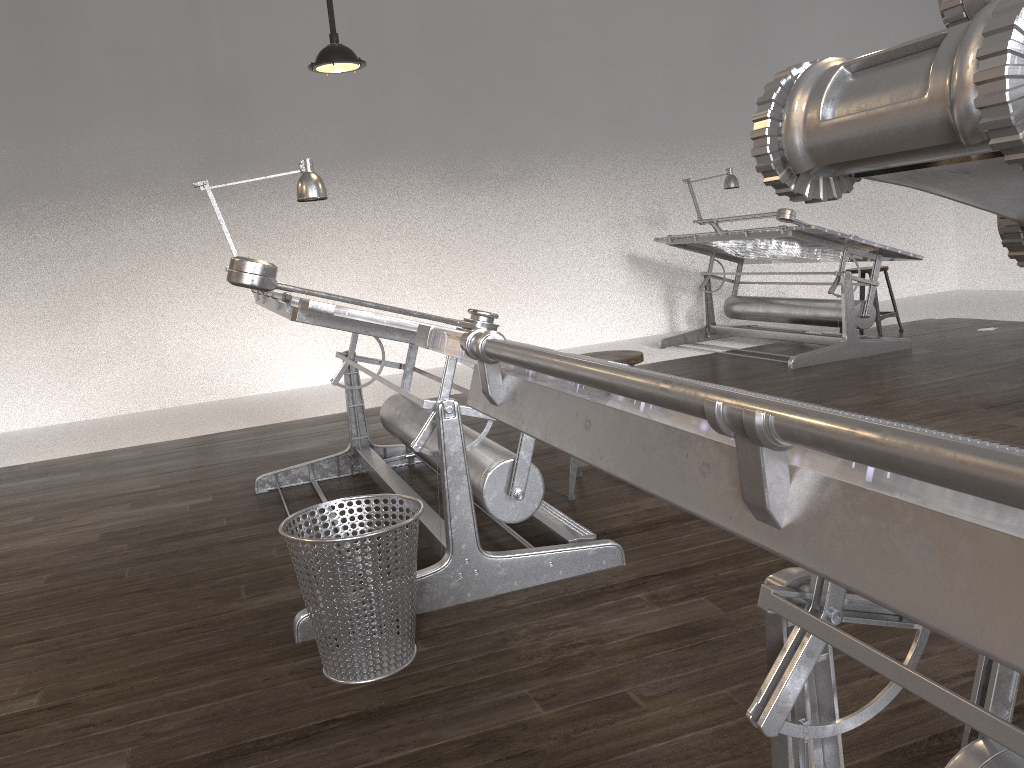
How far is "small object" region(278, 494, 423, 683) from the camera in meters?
2.1 m

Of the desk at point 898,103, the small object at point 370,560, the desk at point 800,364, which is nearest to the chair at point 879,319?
the desk at point 800,364

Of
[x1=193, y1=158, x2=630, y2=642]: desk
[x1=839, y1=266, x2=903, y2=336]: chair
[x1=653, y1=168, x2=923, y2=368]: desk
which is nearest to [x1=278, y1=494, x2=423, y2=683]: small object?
[x1=193, y1=158, x2=630, y2=642]: desk

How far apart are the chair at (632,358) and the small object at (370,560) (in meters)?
1.19

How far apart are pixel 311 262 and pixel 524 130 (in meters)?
2.17

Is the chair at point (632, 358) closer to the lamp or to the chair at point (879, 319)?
the lamp

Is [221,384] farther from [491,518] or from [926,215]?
[926,215]

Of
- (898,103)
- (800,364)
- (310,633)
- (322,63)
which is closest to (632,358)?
(310,633)

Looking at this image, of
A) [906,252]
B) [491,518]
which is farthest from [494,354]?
[906,252]

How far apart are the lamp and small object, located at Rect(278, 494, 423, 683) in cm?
294
